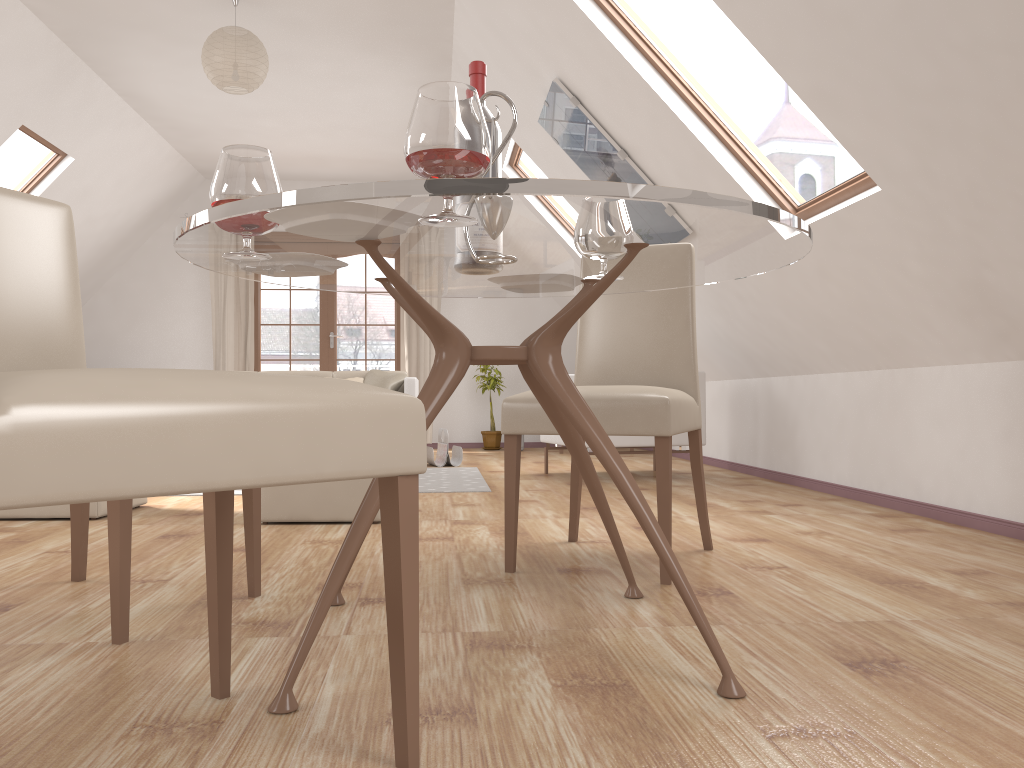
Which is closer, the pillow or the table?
the table

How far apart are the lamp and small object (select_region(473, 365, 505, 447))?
4.1m

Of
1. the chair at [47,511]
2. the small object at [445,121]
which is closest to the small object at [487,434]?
the chair at [47,511]

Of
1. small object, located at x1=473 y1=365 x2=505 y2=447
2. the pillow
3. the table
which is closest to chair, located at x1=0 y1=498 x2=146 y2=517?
the table

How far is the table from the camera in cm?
123

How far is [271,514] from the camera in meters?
3.4

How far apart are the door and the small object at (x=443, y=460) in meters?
2.5 m

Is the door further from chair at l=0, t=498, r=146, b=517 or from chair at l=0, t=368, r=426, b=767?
chair at l=0, t=368, r=426, b=767

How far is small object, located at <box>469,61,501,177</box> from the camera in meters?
1.9

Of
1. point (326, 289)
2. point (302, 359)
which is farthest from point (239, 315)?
point (326, 289)
